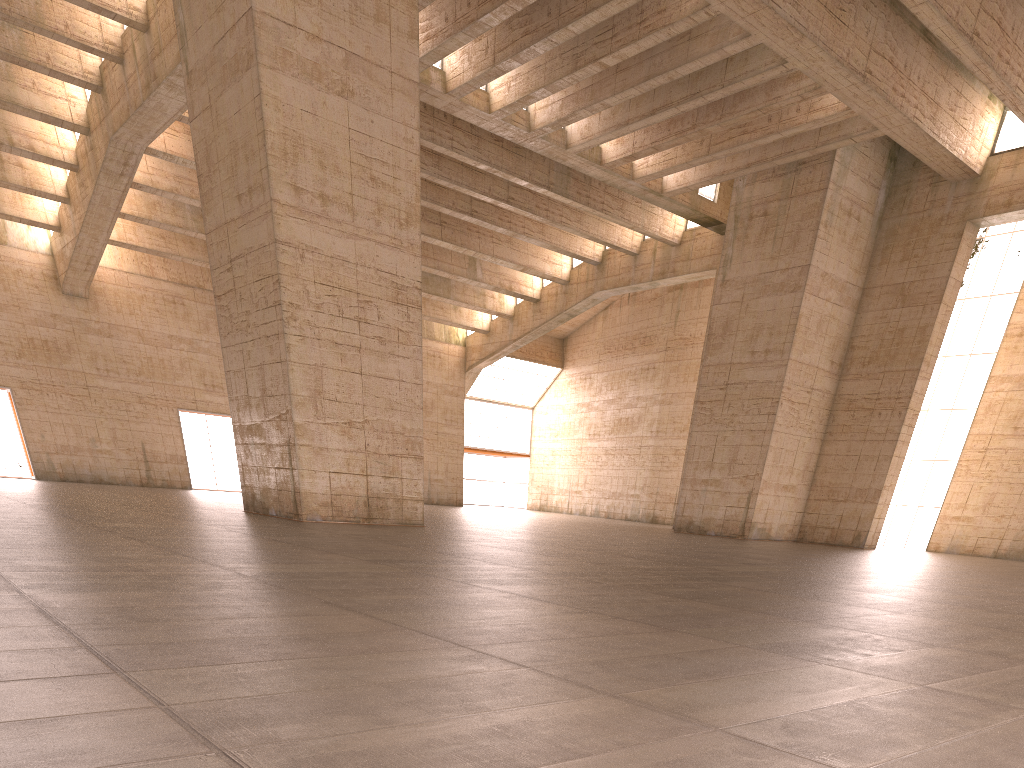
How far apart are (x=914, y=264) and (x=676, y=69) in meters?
12.4

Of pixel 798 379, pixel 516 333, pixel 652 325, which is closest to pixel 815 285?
pixel 798 379
